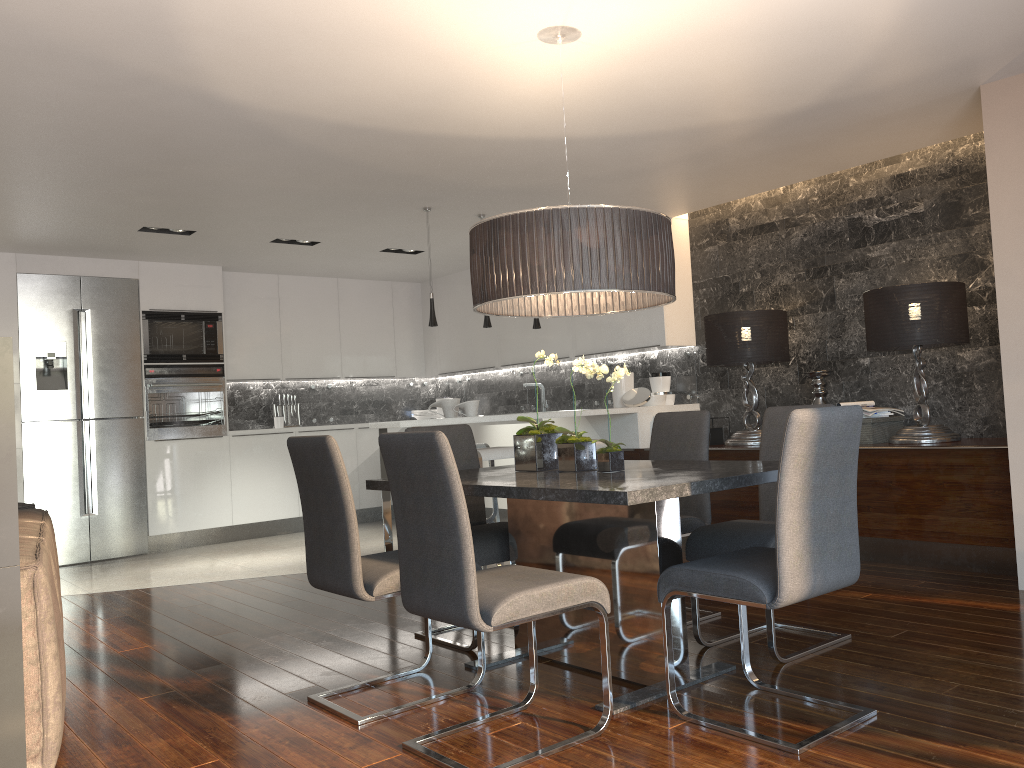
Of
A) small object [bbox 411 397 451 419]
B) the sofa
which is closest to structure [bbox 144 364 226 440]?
small object [bbox 411 397 451 419]

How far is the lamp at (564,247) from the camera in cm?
308

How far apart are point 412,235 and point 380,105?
3.03m

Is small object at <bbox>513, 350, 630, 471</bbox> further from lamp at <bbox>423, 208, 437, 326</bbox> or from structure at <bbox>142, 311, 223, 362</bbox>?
structure at <bbox>142, 311, 223, 362</bbox>

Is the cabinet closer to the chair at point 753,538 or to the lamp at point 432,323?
the lamp at point 432,323

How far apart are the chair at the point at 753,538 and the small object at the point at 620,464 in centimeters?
49cm

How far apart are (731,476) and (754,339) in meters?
3.3 m

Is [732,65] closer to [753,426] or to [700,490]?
[700,490]

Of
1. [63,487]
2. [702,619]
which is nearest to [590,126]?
[702,619]

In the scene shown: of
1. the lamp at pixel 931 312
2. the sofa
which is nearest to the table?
the sofa
